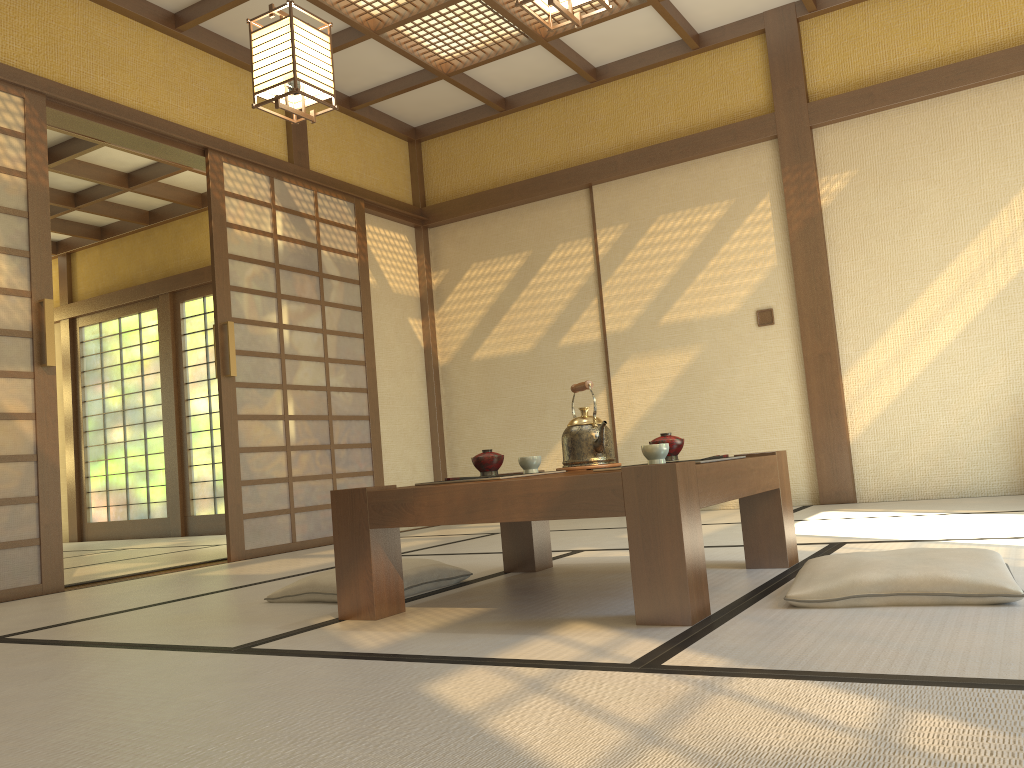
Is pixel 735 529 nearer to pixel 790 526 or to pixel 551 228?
pixel 790 526

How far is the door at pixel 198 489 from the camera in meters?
7.9

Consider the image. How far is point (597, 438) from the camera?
2.9 meters

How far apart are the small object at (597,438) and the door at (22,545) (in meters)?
2.40

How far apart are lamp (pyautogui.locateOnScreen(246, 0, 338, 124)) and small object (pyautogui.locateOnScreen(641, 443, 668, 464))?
1.9 meters

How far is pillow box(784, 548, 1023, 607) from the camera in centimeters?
187cm

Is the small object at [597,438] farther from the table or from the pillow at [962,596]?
the pillow at [962,596]

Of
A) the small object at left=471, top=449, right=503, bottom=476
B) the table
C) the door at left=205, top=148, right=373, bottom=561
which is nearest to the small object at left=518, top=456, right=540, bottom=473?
the small object at left=471, top=449, right=503, bottom=476

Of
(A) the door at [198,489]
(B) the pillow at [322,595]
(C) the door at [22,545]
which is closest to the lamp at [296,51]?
(C) the door at [22,545]

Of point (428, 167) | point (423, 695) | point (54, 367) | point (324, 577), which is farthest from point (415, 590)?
point (428, 167)
